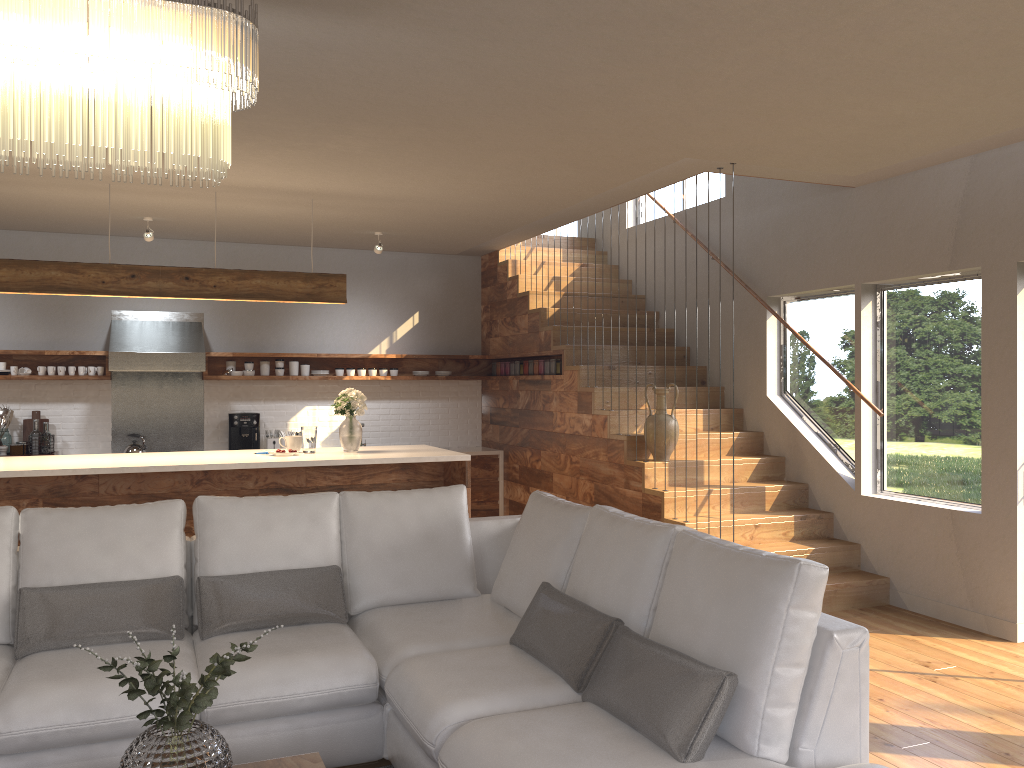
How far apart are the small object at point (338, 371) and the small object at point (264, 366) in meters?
0.4 m

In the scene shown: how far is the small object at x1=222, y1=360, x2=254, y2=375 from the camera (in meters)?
8.24

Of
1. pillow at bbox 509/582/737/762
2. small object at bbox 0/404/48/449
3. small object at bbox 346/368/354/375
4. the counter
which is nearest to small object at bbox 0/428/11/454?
small object at bbox 0/404/48/449

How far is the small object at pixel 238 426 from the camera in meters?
8.2 m

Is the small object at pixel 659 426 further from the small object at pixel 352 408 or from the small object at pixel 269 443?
the small object at pixel 269 443

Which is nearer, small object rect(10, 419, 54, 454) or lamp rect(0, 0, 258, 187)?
lamp rect(0, 0, 258, 187)

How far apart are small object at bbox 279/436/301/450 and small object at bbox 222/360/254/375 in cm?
238

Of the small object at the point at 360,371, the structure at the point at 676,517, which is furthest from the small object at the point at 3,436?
the small object at the point at 360,371

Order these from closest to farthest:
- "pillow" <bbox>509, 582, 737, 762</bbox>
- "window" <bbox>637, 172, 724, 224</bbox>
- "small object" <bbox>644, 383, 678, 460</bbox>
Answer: "pillow" <bbox>509, 582, 737, 762</bbox>
"small object" <bbox>644, 383, 678, 460</bbox>
"window" <bbox>637, 172, 724, 224</bbox>

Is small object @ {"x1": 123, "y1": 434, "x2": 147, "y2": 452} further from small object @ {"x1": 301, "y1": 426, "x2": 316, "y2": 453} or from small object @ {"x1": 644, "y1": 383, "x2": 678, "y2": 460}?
small object @ {"x1": 644, "y1": 383, "x2": 678, "y2": 460}
